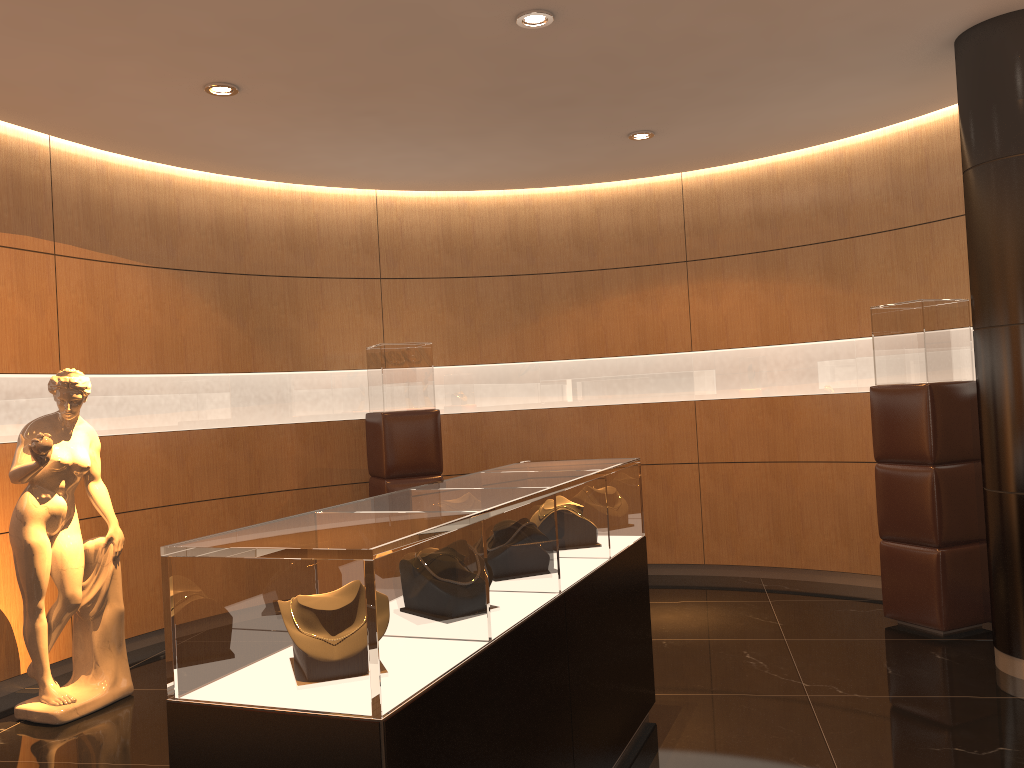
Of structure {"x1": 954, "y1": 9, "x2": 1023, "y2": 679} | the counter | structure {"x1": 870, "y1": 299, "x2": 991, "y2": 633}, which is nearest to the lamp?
the counter

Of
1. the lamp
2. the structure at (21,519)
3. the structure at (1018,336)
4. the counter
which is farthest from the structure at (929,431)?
the structure at (21,519)

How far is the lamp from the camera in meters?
4.1

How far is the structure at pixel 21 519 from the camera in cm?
460

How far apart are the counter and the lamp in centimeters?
207cm

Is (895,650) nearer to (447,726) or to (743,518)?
(743,518)

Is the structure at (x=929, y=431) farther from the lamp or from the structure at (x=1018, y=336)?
the lamp

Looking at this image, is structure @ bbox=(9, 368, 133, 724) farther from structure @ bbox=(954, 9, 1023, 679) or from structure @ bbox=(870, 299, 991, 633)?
structure @ bbox=(954, 9, 1023, 679)

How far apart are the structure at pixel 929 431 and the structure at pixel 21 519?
4.54m

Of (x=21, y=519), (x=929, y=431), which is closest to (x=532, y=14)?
(x=929, y=431)
